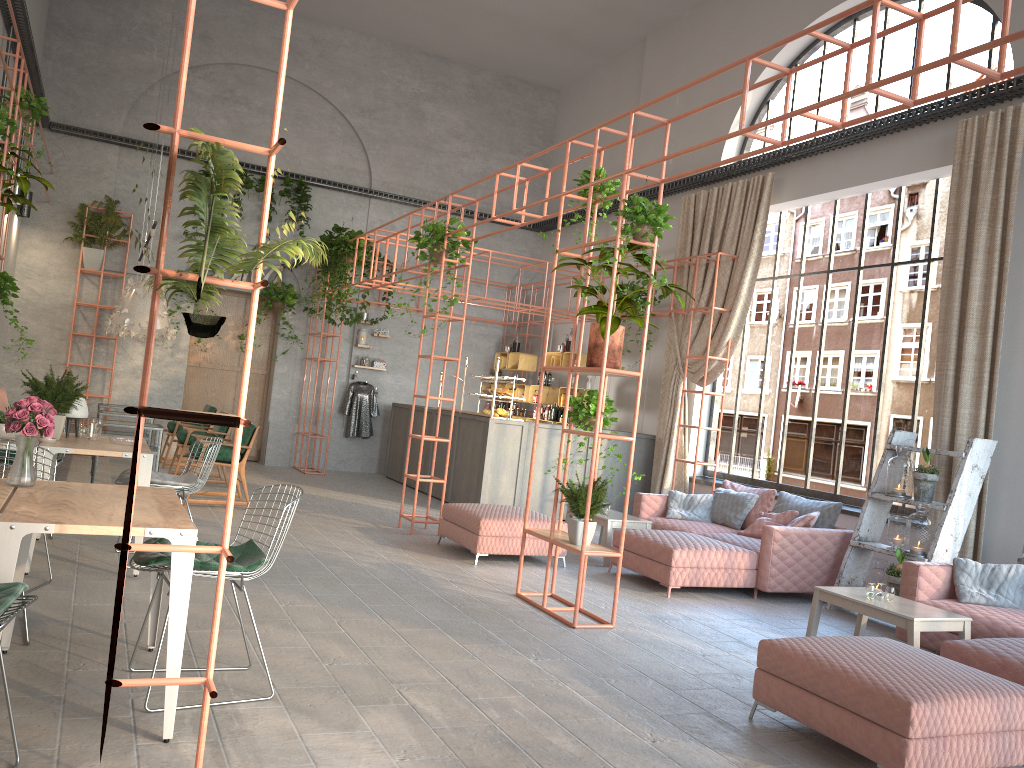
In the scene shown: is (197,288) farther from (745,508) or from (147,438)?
(147,438)

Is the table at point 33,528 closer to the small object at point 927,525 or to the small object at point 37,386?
the small object at point 37,386

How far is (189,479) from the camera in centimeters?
678cm

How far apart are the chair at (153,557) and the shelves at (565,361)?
8.9m

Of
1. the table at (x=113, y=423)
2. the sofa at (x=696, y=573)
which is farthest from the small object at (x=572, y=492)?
the table at (x=113, y=423)

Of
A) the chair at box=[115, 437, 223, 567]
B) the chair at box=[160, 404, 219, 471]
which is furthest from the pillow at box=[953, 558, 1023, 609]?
the chair at box=[160, 404, 219, 471]

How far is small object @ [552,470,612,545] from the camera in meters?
6.2 m

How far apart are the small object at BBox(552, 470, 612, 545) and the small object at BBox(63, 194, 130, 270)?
9.2 meters

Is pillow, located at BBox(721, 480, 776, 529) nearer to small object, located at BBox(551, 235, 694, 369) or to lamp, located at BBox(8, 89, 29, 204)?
small object, located at BBox(551, 235, 694, 369)

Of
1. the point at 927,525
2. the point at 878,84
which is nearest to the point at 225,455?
the point at 927,525
